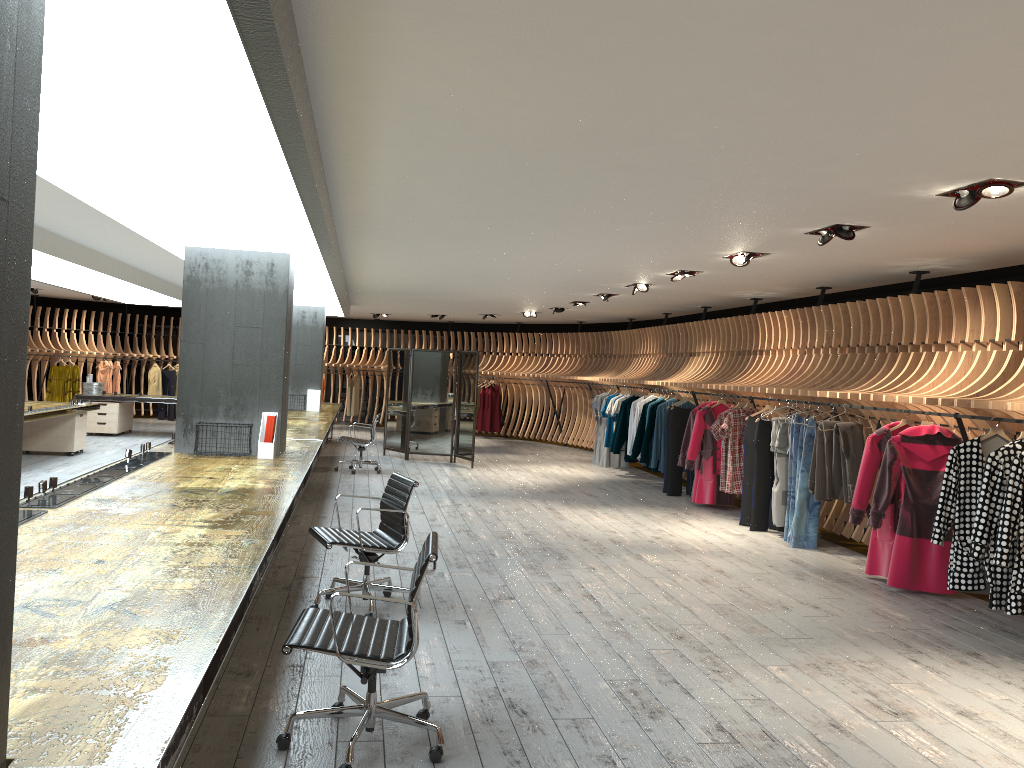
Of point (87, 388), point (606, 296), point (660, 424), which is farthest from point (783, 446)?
point (87, 388)

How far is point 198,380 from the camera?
7.7 meters

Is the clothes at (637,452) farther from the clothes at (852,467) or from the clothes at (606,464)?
the clothes at (852,467)

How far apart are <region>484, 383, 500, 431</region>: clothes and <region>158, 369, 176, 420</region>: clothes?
7.6m

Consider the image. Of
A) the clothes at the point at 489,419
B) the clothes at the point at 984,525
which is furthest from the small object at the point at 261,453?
the clothes at the point at 489,419

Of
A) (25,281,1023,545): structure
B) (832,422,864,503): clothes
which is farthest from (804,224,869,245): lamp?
(832,422,864,503): clothes

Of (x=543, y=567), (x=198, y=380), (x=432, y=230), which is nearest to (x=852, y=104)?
(x=432, y=230)

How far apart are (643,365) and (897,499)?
8.88m

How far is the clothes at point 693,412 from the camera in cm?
1136

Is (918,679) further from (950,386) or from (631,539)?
(631,539)
